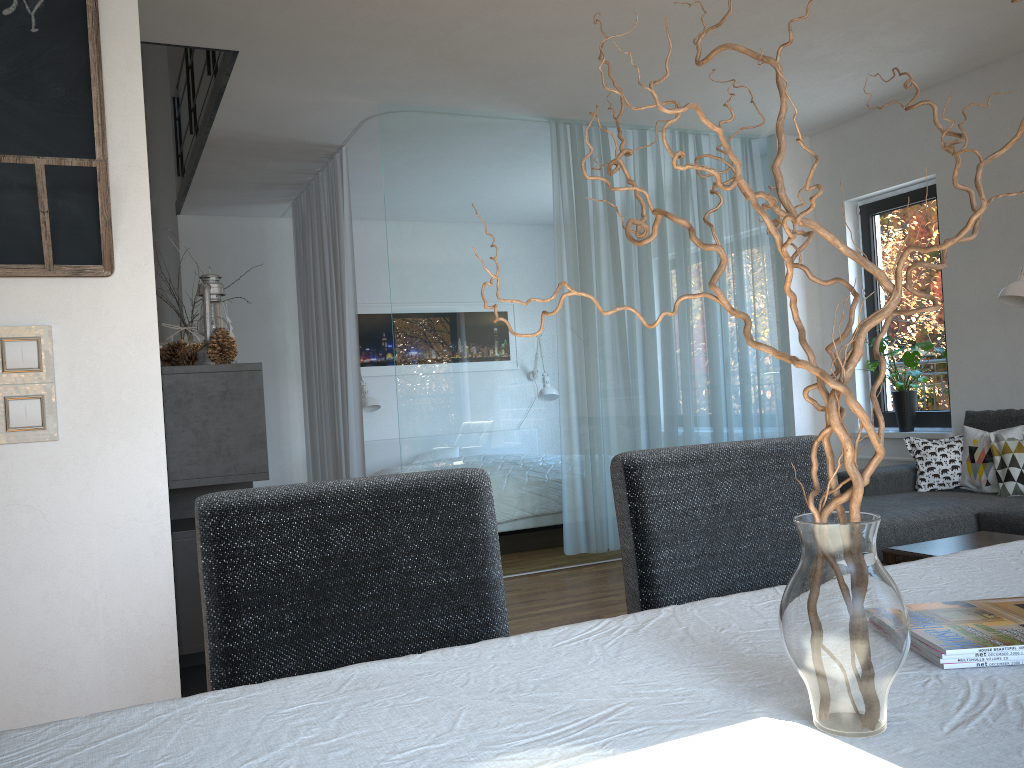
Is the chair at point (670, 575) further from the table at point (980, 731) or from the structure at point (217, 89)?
the structure at point (217, 89)

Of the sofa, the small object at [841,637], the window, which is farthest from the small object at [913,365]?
the small object at [841,637]

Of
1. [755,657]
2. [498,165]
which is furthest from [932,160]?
[755,657]

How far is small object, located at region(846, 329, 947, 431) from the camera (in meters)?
5.50

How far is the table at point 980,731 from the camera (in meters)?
0.75

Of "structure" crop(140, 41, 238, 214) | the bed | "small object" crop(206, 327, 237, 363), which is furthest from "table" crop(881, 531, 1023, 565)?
the bed

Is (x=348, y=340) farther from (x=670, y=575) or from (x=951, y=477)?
(x=670, y=575)

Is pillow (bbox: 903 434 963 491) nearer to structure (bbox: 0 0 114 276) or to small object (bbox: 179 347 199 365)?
small object (bbox: 179 347 199 365)

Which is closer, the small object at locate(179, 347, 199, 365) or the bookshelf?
the bookshelf

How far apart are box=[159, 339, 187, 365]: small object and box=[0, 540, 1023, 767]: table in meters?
1.8 m
